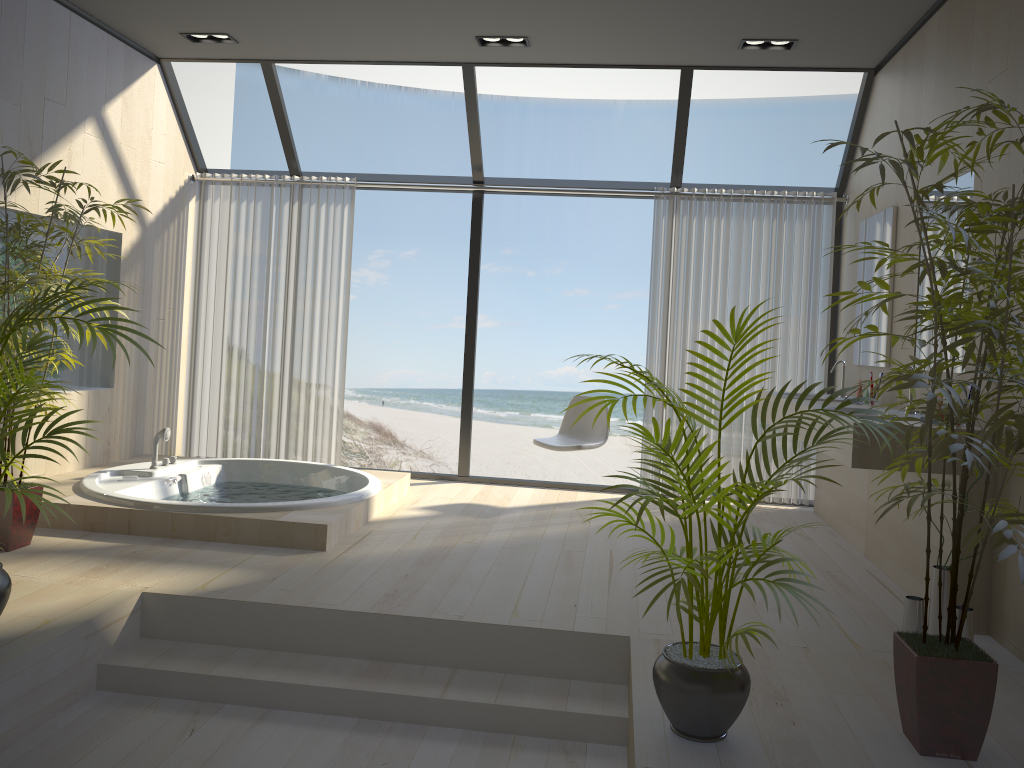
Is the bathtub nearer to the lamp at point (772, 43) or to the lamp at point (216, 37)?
the lamp at point (216, 37)

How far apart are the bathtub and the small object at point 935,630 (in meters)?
2.50

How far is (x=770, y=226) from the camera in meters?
5.8 m

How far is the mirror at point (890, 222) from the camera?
4.75m

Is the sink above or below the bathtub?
above

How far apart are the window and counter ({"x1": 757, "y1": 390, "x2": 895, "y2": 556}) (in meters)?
0.55

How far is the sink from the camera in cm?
504

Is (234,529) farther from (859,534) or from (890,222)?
(890,222)

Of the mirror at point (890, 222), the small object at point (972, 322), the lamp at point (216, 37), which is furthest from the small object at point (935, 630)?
the lamp at point (216, 37)

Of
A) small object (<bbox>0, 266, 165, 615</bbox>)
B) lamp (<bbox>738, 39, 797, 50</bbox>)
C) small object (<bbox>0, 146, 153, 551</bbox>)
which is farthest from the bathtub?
lamp (<bbox>738, 39, 797, 50</bbox>)
